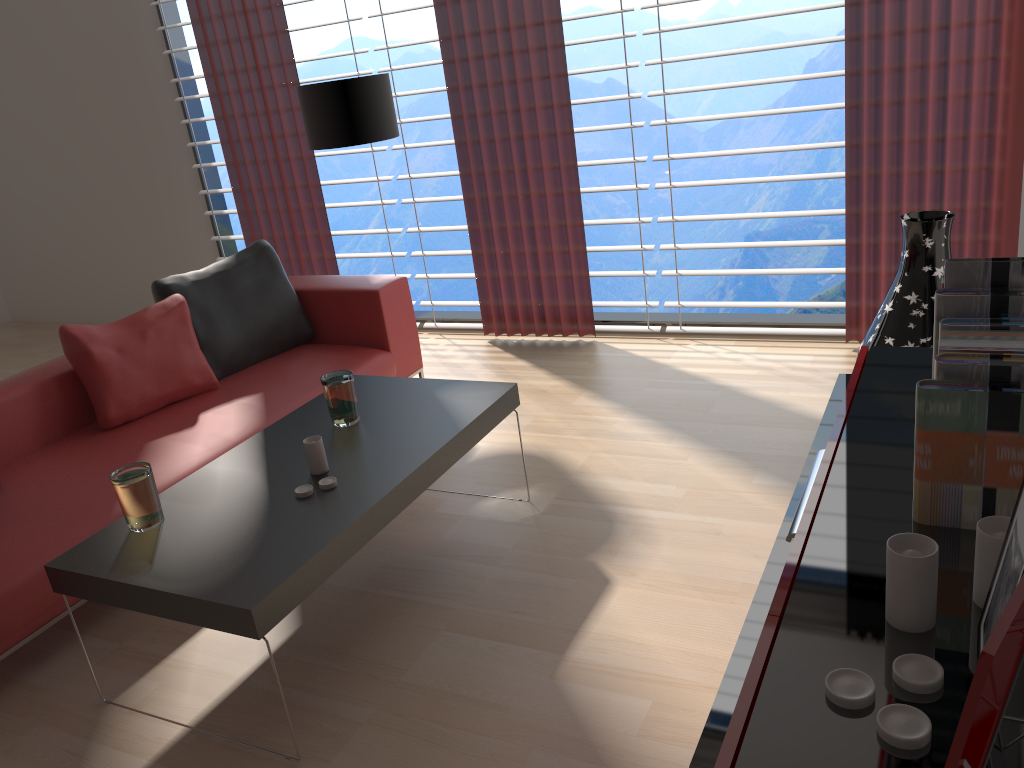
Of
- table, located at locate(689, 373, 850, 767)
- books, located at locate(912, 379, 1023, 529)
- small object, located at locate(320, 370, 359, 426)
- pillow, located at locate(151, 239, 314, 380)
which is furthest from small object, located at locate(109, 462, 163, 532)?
books, located at locate(912, 379, 1023, 529)

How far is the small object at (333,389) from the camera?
3.7m

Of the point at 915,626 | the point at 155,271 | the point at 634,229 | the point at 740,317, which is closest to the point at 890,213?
the point at 740,317

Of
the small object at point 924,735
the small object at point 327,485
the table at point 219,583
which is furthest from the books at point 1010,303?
the small object at point 327,485

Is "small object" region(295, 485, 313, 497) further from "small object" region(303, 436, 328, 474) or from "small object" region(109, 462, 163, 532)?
"small object" region(109, 462, 163, 532)

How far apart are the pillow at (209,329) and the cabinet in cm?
357

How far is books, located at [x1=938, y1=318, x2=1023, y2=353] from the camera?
1.6 meters

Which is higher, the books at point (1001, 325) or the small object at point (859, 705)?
the books at point (1001, 325)

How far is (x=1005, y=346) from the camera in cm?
154

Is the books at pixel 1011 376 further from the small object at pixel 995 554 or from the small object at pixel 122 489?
the small object at pixel 122 489
